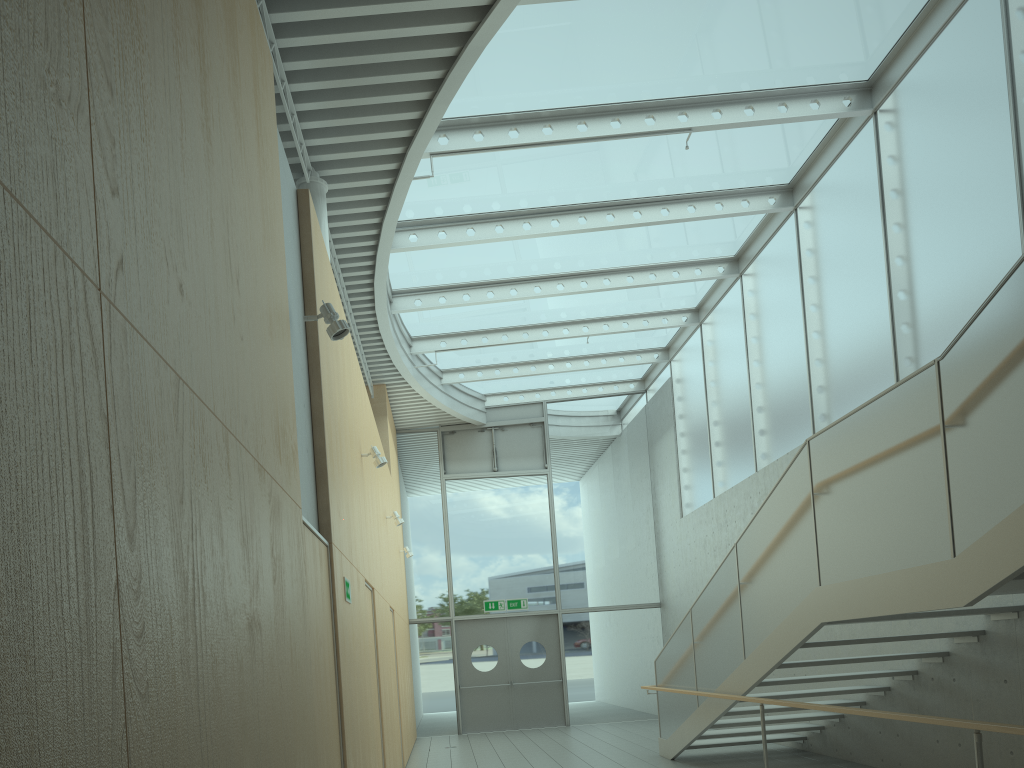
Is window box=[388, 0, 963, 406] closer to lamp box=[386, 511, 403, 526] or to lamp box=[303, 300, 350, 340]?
lamp box=[386, 511, 403, 526]

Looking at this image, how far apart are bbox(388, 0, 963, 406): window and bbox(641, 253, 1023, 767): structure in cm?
362

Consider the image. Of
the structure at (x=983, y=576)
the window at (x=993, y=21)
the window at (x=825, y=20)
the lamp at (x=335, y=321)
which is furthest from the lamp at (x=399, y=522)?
the lamp at (x=335, y=321)

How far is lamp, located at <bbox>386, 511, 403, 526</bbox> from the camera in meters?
10.4

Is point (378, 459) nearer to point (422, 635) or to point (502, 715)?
point (422, 635)

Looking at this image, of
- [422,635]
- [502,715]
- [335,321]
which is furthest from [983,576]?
[422,635]

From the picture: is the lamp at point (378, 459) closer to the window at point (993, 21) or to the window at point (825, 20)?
the window at point (825, 20)

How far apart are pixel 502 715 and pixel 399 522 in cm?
598

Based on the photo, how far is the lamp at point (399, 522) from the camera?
10.39m

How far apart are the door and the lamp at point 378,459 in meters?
8.4 m
